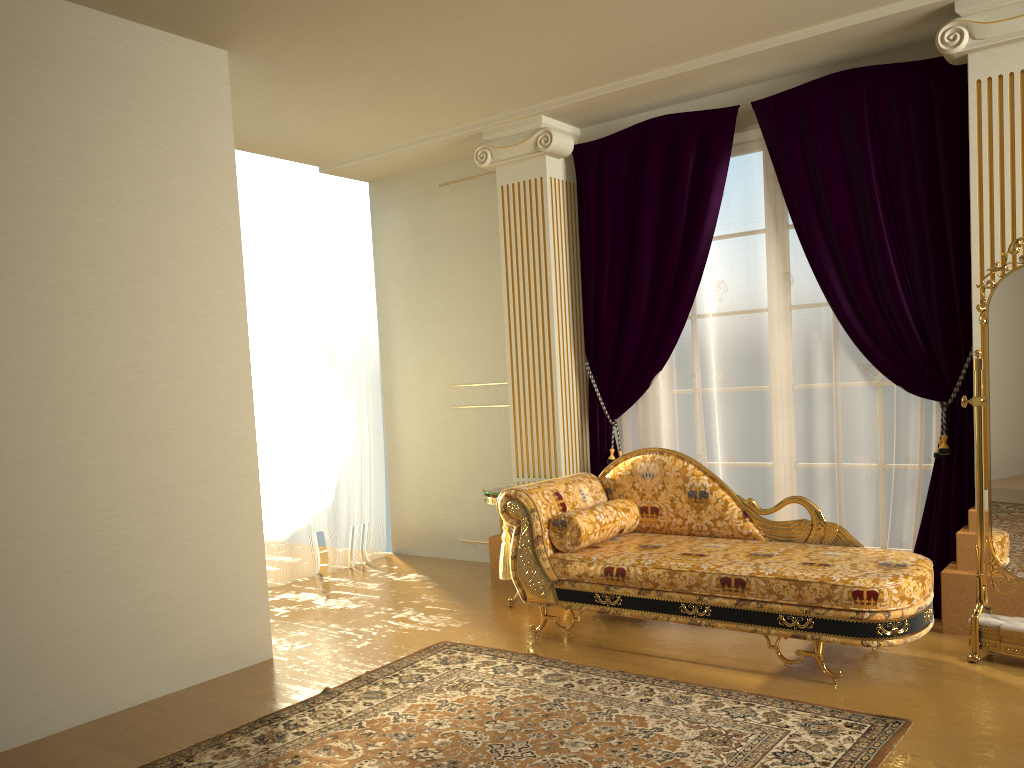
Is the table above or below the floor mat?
above

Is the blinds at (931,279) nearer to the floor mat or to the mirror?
the mirror

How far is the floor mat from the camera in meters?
2.8

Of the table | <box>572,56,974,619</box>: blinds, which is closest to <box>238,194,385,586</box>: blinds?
the table

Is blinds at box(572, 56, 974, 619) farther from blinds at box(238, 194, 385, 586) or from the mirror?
blinds at box(238, 194, 385, 586)

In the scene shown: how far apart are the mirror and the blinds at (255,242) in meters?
Answer: 3.9 m

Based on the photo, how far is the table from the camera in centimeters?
480cm

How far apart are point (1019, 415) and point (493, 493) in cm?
253

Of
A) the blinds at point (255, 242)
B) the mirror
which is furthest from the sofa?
the blinds at point (255, 242)

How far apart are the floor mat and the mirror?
0.8m
